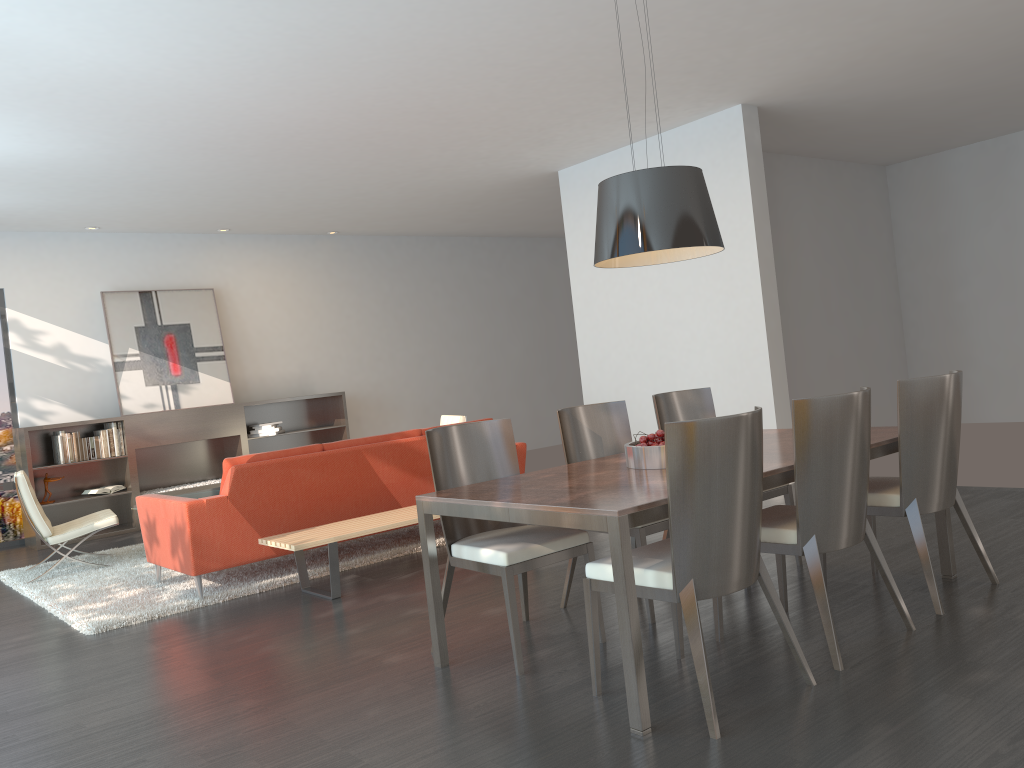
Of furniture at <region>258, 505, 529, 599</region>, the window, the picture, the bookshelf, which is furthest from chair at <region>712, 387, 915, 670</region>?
the window

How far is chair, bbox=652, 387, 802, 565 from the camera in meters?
4.8

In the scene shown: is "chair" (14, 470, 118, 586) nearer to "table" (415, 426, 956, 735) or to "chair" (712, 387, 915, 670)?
"table" (415, 426, 956, 735)

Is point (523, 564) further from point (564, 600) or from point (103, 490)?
point (103, 490)

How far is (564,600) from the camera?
4.34m

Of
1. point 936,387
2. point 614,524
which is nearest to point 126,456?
point 614,524

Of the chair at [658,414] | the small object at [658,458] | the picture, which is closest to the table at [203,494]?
the picture

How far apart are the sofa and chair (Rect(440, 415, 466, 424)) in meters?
1.4

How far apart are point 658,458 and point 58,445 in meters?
7.0 m

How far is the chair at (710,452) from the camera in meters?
2.8 m
